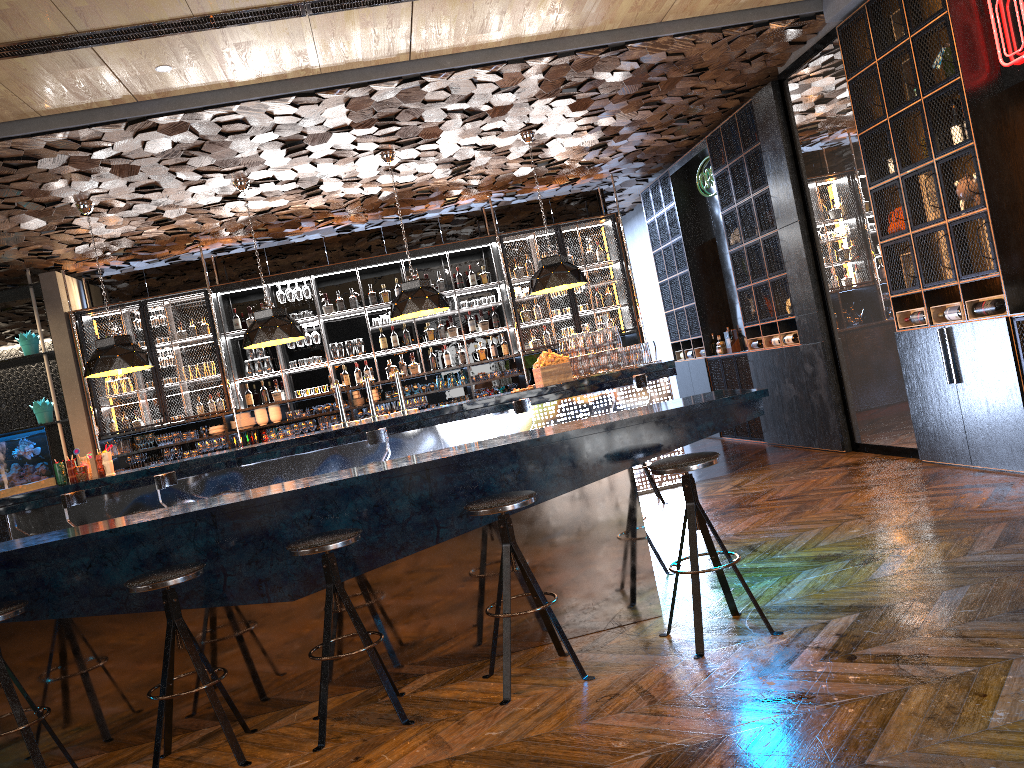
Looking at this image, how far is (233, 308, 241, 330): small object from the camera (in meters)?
10.81

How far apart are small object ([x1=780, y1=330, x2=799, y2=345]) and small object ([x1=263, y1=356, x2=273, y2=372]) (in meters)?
6.00

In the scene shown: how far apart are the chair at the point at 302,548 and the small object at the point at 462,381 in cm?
706

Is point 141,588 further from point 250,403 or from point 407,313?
point 250,403

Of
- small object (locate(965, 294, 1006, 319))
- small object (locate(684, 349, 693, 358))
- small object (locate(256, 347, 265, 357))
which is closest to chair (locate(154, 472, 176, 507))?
small object (locate(256, 347, 265, 357))

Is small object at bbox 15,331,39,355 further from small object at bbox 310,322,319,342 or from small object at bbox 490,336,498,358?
small object at bbox 490,336,498,358

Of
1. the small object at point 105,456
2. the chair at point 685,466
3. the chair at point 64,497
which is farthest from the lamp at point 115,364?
the chair at point 685,466

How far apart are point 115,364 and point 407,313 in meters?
2.6 m

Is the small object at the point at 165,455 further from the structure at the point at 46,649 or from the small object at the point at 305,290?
the structure at the point at 46,649

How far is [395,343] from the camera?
11.1 meters
